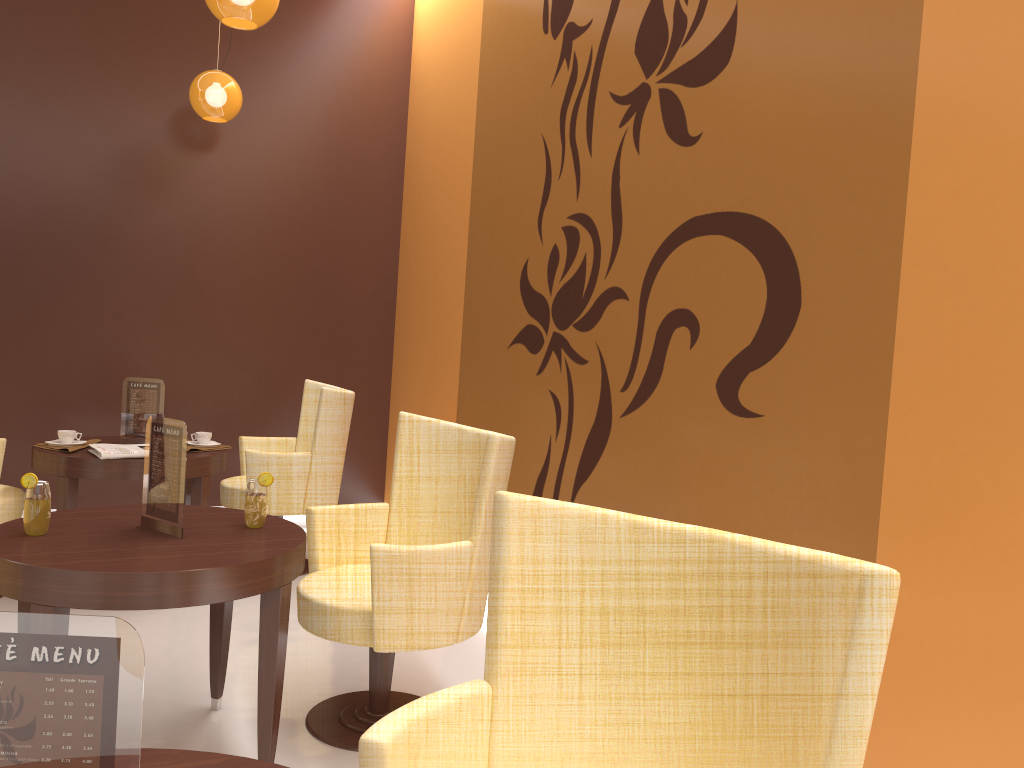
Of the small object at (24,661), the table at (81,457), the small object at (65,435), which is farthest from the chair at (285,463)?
the small object at (24,661)

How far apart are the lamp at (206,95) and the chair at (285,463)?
1.62m

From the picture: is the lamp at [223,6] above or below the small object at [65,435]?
above

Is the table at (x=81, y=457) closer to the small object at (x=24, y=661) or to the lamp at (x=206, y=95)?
the lamp at (x=206, y=95)

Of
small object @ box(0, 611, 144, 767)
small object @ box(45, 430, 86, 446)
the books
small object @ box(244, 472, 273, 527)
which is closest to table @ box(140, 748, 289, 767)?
small object @ box(0, 611, 144, 767)

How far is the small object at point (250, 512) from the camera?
2.7m

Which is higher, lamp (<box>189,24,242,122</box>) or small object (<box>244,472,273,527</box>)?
lamp (<box>189,24,242,122</box>)

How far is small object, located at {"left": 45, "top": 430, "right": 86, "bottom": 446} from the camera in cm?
412

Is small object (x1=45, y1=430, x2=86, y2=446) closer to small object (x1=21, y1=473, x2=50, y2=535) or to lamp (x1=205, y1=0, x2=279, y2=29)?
small object (x1=21, y1=473, x2=50, y2=535)

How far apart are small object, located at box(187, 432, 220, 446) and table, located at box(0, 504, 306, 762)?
1.5m
